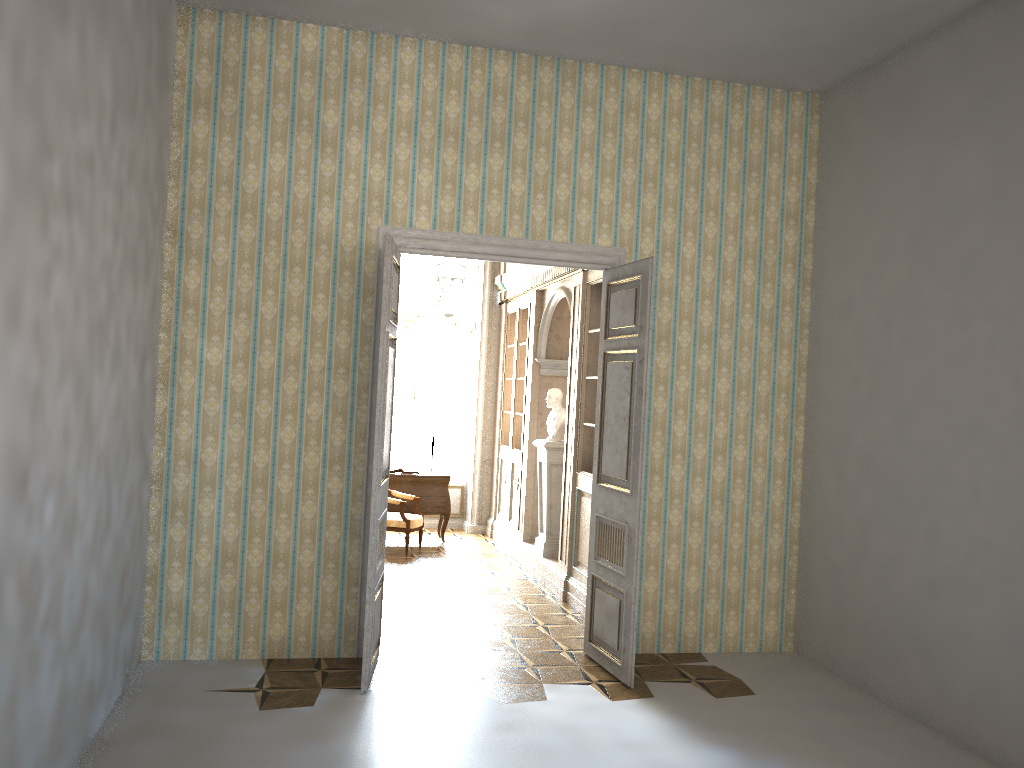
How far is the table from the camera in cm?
1014

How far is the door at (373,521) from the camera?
5.10m

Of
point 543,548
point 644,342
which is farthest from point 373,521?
point 543,548

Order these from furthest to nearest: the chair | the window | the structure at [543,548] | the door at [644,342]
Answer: the window, the chair, the structure at [543,548], the door at [644,342]

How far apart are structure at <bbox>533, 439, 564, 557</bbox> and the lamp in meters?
1.5 m

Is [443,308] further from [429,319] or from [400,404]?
[400,404]

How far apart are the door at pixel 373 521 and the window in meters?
5.9

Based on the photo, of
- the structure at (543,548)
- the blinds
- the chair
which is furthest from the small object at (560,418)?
the blinds

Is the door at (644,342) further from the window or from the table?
the window

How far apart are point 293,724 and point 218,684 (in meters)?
0.78
